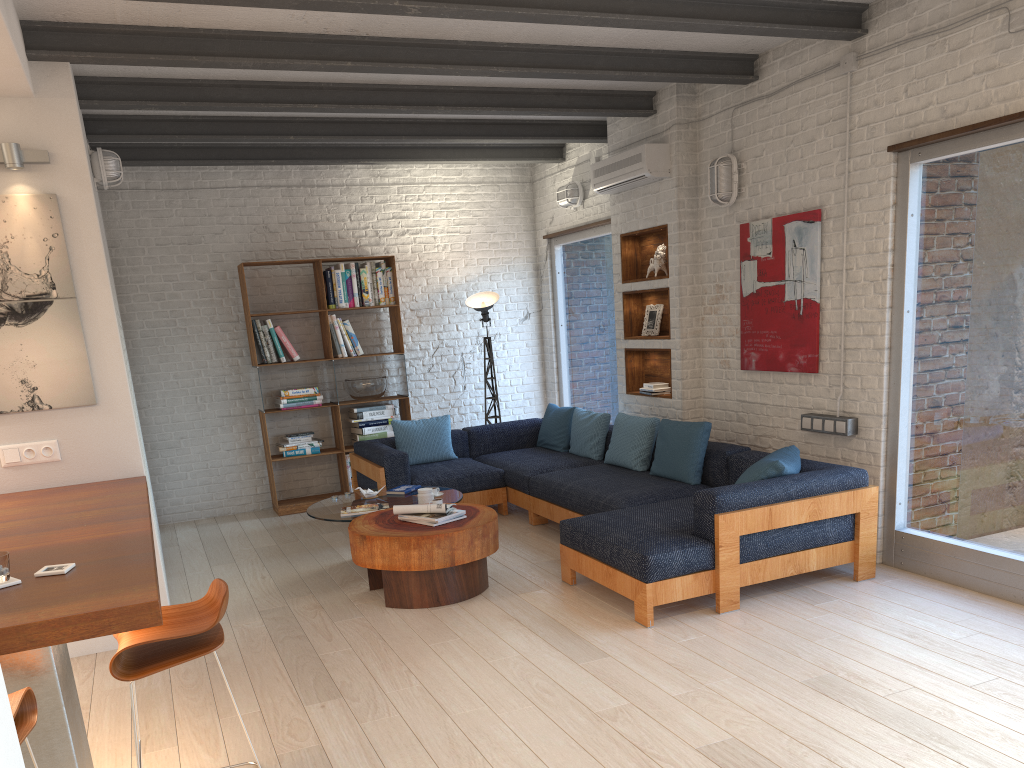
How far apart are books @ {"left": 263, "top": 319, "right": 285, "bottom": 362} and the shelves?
3.0m

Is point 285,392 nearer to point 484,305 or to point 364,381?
point 364,381

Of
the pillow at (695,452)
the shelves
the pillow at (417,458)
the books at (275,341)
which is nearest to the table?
the pillow at (417,458)

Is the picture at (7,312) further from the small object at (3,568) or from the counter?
the small object at (3,568)

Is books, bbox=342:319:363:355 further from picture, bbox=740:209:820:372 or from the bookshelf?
picture, bbox=740:209:820:372

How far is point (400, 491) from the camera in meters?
6.2

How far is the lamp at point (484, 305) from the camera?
8.4m

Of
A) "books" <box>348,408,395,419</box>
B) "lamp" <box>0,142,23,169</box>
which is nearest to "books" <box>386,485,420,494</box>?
"books" <box>348,408,395,419</box>

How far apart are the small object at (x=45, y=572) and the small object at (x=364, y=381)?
5.3 meters

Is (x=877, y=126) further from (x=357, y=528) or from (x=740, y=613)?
(x=357, y=528)
